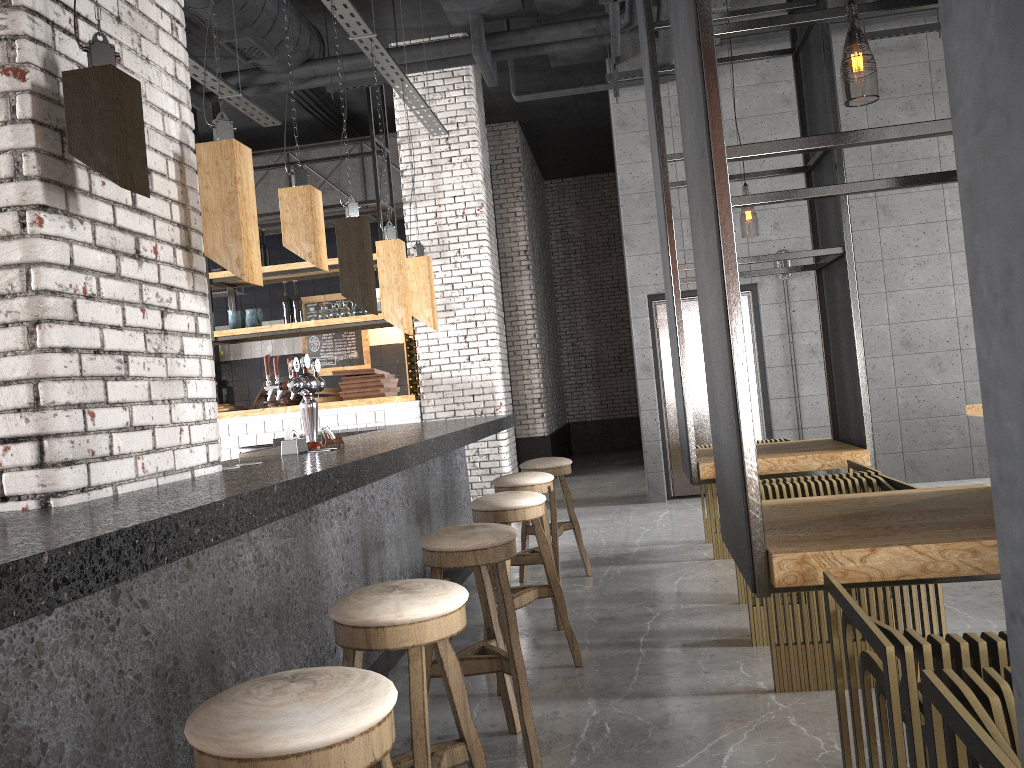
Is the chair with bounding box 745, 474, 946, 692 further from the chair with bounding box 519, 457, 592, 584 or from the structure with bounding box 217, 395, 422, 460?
the structure with bounding box 217, 395, 422, 460

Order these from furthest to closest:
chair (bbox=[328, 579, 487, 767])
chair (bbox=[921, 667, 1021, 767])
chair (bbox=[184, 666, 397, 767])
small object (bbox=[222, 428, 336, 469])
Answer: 1. small object (bbox=[222, 428, 336, 469])
2. chair (bbox=[328, 579, 487, 767])
3. chair (bbox=[184, 666, 397, 767])
4. chair (bbox=[921, 667, 1021, 767])

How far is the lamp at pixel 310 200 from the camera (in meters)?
3.36

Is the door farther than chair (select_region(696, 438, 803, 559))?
Yes

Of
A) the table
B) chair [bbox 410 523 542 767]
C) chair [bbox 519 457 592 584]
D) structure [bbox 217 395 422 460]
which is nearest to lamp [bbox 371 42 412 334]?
chair [bbox 519 457 592 584]

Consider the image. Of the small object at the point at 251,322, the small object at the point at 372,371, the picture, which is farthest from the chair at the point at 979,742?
the picture

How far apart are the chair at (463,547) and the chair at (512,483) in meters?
1.3

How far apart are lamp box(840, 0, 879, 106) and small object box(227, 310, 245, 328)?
6.3 meters

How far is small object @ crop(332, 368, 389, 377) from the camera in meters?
8.3

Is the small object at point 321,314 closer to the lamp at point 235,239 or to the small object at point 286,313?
the small object at point 286,313
